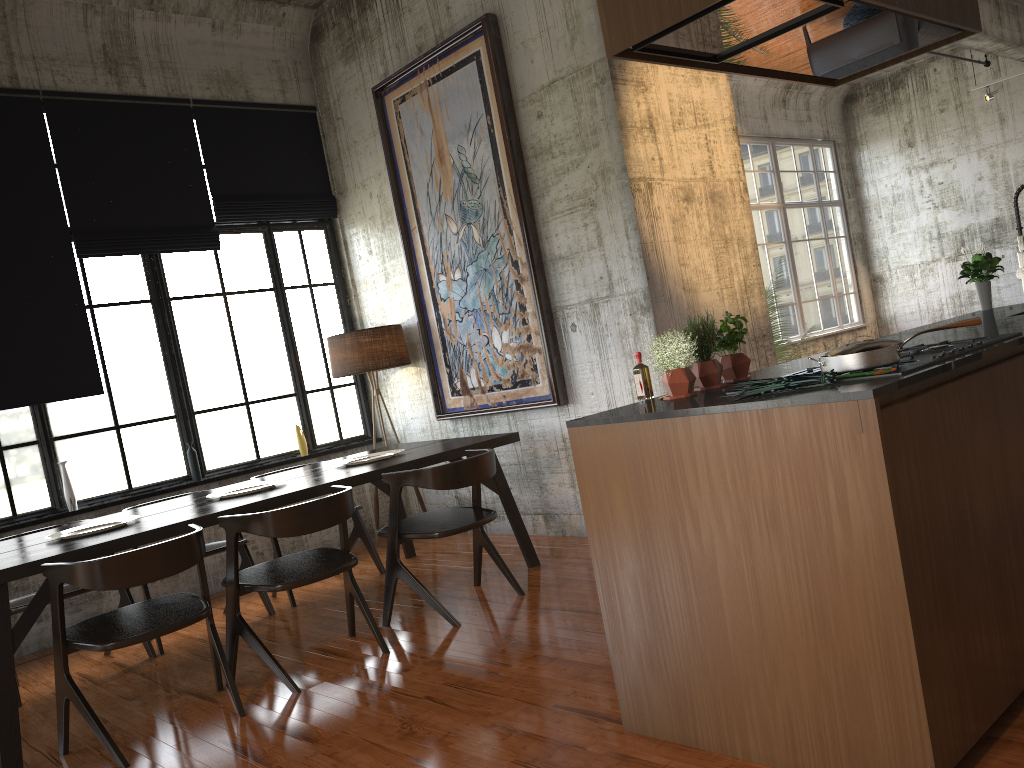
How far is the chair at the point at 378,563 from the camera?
7.28m

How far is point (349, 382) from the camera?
9.1 meters

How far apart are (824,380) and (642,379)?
1.0m

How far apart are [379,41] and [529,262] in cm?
282

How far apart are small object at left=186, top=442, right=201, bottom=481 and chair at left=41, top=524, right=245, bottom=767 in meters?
3.1

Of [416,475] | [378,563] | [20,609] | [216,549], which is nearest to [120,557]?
[416,475]

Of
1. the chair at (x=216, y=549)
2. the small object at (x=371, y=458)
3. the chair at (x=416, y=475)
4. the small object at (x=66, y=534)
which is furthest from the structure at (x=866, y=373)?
the chair at (x=216, y=549)

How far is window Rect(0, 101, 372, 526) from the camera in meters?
7.2

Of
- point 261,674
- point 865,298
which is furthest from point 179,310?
point 865,298

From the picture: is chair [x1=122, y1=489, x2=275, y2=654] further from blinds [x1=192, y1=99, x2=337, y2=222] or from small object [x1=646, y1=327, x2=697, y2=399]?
small object [x1=646, y1=327, x2=697, y2=399]
